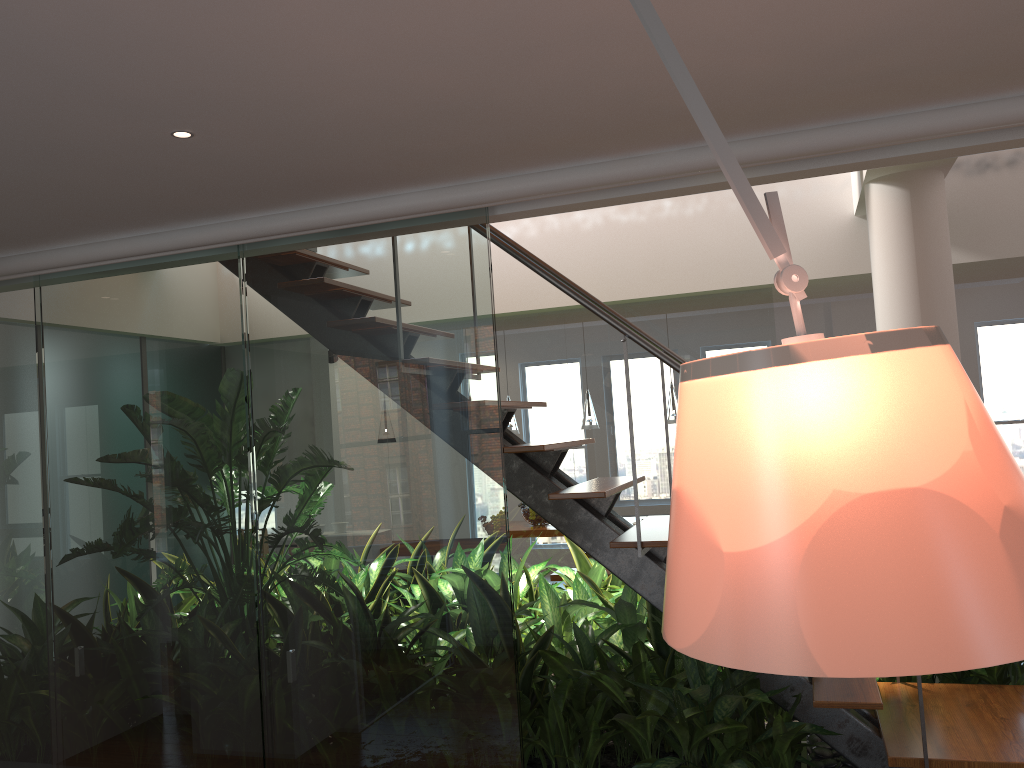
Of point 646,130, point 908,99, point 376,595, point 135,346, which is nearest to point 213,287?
point 135,346

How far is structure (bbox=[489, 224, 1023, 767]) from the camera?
2.7 meters

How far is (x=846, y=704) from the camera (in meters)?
2.67

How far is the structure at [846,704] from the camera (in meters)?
2.67
